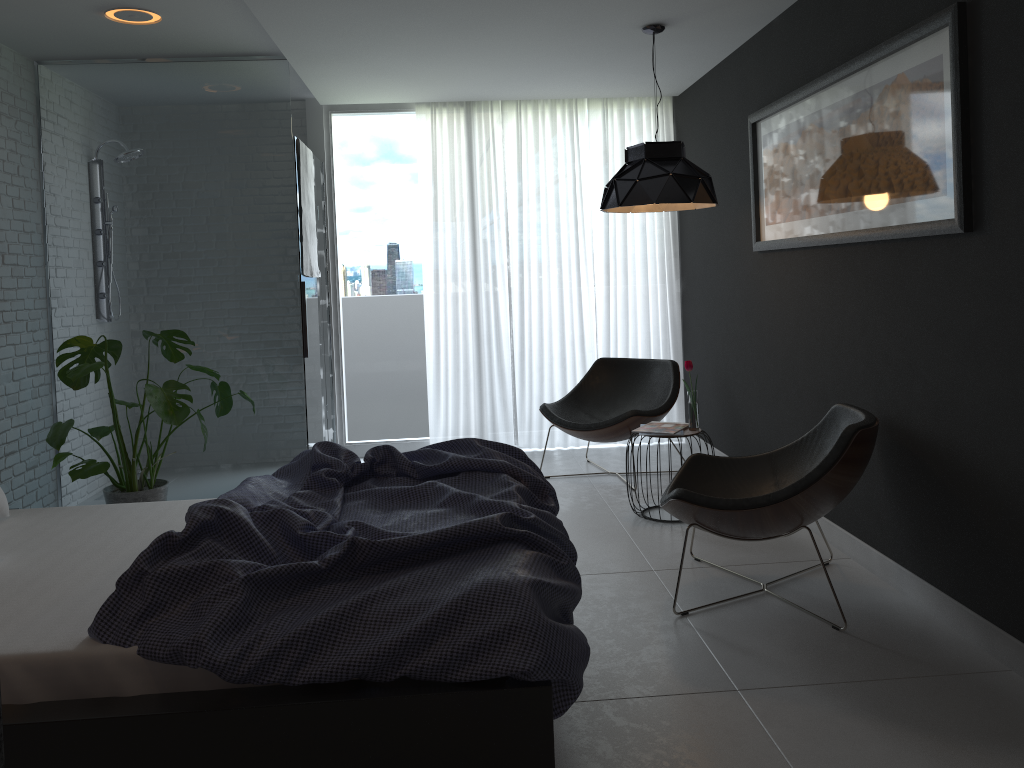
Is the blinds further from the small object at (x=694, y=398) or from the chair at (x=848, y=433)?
the chair at (x=848, y=433)

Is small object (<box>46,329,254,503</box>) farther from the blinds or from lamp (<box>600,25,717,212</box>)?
lamp (<box>600,25,717,212</box>)

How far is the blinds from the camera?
6.12m

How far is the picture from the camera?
2.83m

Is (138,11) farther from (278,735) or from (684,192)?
(278,735)

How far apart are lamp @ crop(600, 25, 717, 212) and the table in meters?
1.1 m

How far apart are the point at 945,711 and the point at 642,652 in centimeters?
92cm

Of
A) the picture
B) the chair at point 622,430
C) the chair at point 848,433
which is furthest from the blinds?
the chair at point 848,433

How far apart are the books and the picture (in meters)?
1.00

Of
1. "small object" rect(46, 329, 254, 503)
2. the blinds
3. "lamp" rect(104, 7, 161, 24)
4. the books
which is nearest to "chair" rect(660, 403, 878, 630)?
the books
